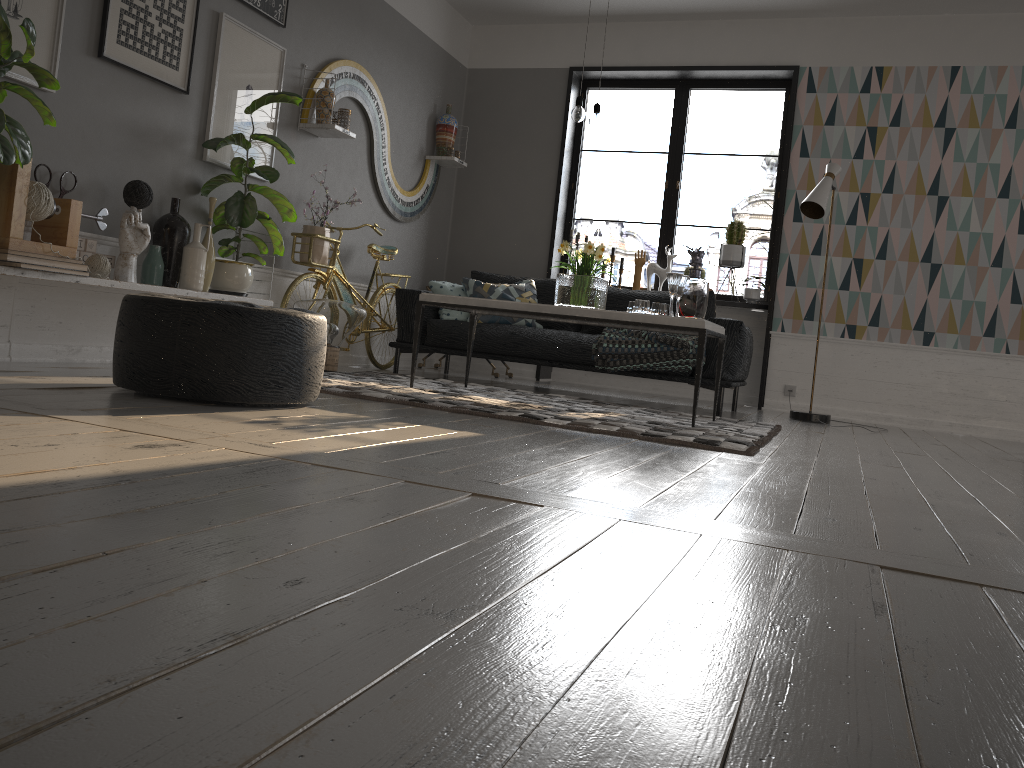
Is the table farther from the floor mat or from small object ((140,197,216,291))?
small object ((140,197,216,291))

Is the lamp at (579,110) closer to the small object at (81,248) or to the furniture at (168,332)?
the furniture at (168,332)

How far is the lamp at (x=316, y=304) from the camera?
5.1m

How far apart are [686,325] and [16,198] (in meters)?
2.79

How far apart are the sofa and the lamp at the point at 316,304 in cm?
67

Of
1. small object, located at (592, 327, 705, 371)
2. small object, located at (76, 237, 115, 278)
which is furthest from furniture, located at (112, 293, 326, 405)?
small object, located at (592, 327, 705, 371)

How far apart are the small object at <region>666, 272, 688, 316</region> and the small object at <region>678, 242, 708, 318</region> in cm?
11

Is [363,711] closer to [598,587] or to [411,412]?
[598,587]

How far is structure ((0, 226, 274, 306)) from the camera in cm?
339

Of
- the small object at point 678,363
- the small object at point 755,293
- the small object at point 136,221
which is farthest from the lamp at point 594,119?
the small object at point 755,293
